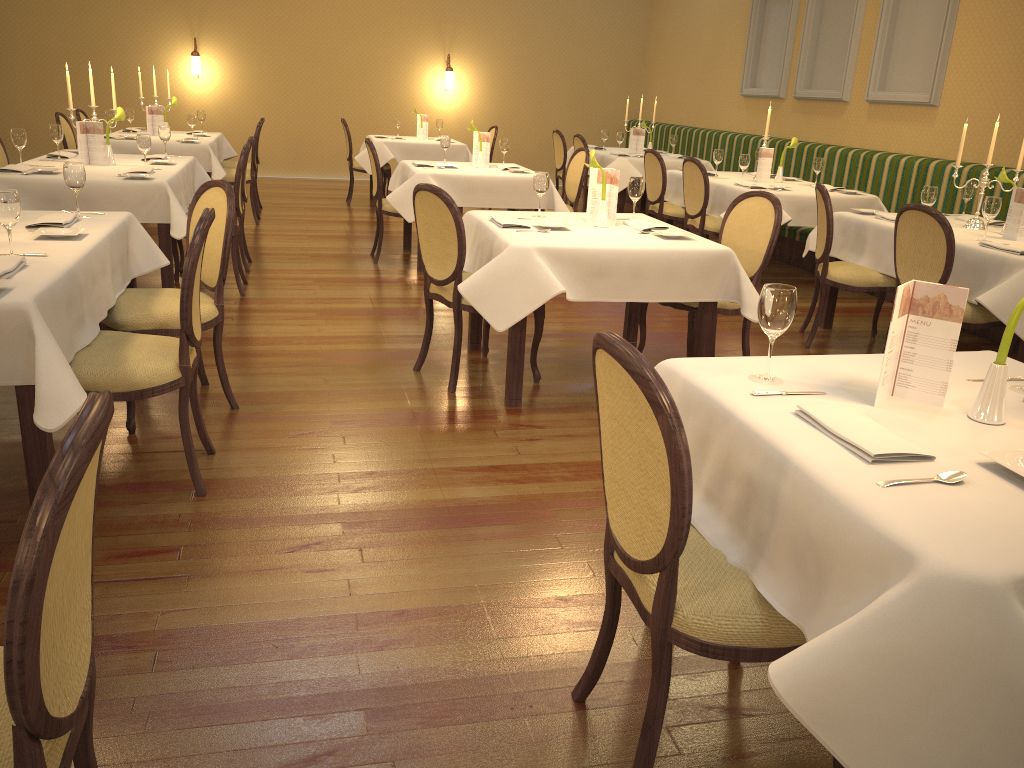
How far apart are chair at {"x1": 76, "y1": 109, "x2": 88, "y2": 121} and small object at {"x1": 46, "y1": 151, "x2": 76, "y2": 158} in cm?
291

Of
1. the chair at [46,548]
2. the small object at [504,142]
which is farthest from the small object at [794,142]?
the chair at [46,548]

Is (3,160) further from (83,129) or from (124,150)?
(124,150)

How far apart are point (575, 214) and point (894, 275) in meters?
1.9 m

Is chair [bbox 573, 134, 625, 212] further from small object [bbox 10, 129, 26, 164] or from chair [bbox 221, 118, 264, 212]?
small object [bbox 10, 129, 26, 164]

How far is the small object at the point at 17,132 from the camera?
5.38m

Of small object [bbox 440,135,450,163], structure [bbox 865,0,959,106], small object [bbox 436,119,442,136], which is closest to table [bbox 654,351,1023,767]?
small object [bbox 440,135,450,163]

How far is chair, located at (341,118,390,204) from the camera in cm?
1011

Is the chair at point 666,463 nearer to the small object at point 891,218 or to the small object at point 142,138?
the small object at point 891,218

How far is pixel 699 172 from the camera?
6.8 meters
